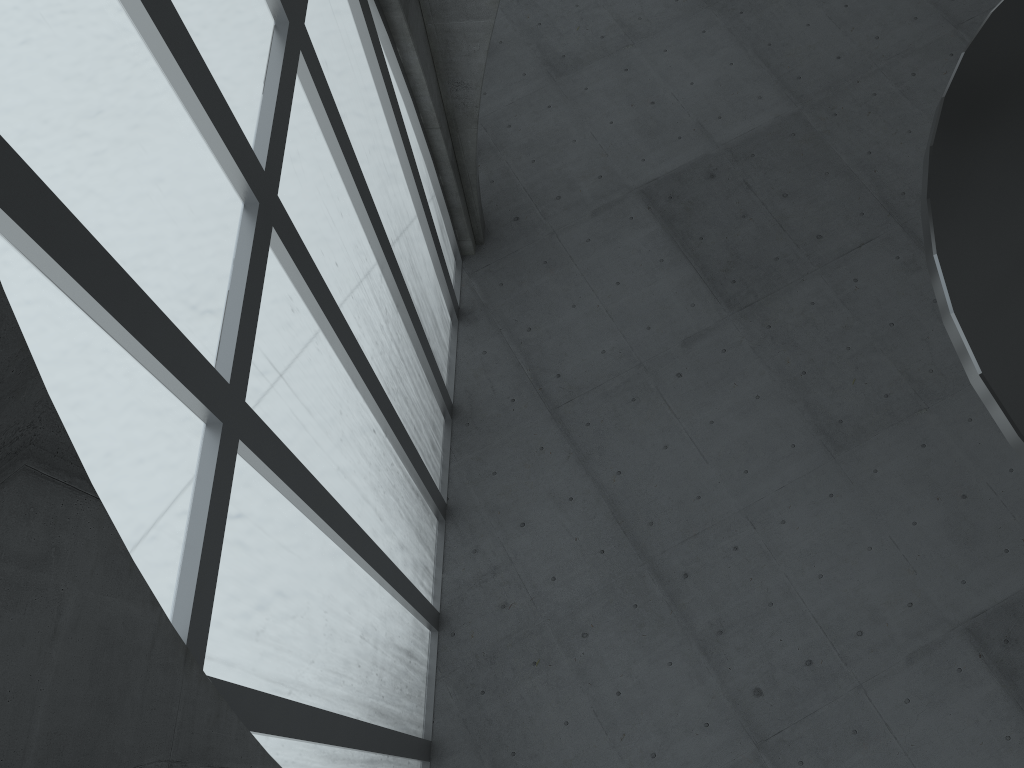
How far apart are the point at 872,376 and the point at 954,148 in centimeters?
1668cm

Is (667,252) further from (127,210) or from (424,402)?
(127,210)
